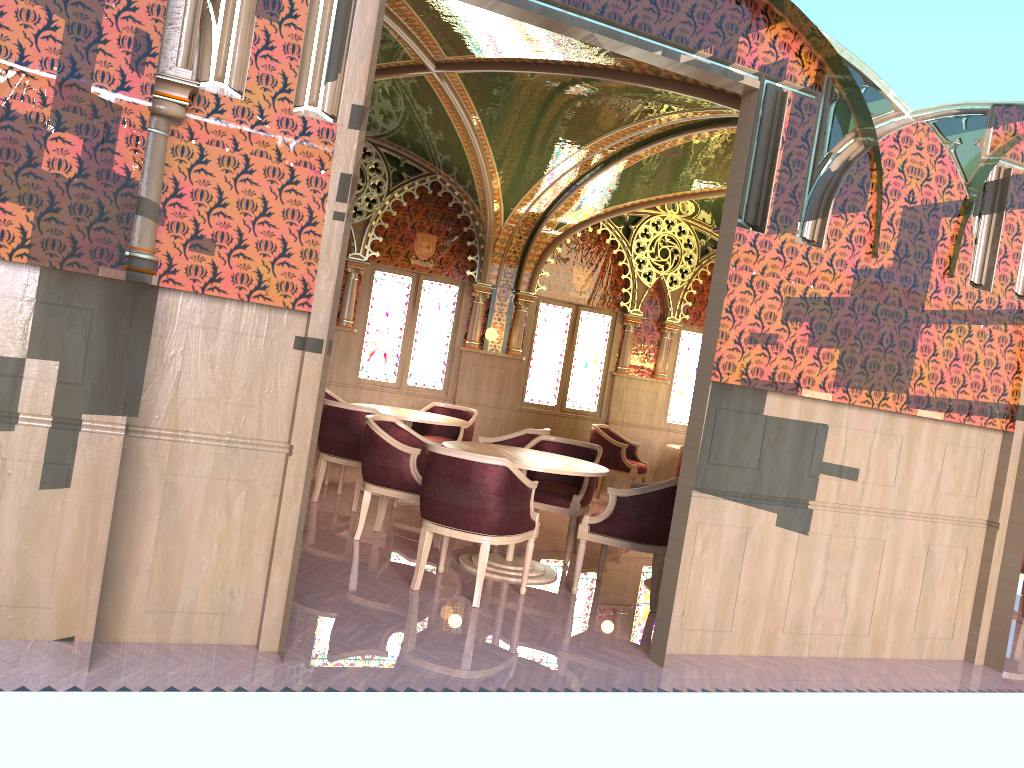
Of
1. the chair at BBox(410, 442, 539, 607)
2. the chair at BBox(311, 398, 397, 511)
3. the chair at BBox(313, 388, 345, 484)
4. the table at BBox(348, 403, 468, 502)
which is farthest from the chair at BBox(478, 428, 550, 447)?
the chair at BBox(410, 442, 539, 607)

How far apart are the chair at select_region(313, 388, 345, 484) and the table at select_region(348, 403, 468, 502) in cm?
77

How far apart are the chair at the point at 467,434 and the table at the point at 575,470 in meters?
2.5

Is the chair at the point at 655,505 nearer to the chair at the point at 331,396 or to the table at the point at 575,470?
the table at the point at 575,470

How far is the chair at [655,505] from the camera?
5.4 meters

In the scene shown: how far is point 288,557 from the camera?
3.78m

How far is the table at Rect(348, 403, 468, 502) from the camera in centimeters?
784cm

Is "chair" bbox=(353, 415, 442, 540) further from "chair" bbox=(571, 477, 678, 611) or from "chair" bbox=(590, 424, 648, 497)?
"chair" bbox=(590, 424, 648, 497)

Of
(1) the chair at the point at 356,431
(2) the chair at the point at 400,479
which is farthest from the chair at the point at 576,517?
(1) the chair at the point at 356,431

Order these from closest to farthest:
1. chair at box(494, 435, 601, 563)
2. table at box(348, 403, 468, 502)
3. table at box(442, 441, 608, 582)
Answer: table at box(442, 441, 608, 582) → chair at box(494, 435, 601, 563) → table at box(348, 403, 468, 502)
